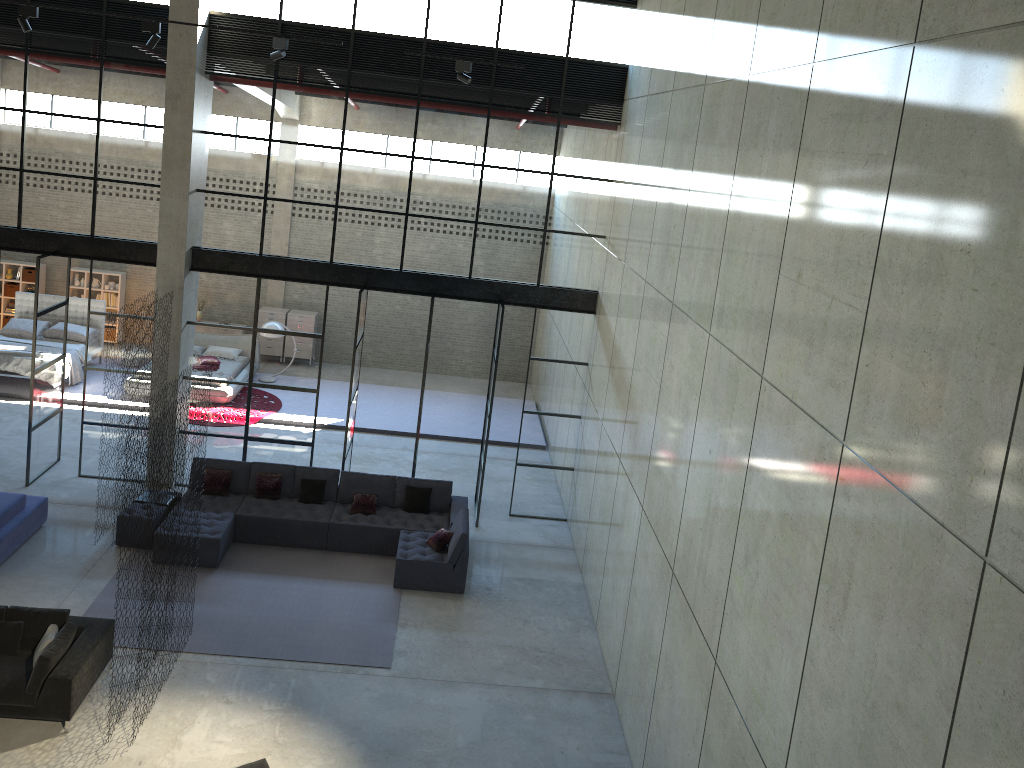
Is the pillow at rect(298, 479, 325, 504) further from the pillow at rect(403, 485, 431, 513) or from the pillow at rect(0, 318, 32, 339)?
the pillow at rect(0, 318, 32, 339)

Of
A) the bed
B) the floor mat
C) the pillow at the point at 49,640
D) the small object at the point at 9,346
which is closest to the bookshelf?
the bed

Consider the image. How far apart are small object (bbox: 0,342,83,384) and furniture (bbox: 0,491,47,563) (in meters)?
6.02

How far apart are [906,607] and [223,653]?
8.19m

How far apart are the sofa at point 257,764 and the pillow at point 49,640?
2.6m

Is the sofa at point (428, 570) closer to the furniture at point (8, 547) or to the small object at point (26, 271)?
the furniture at point (8, 547)

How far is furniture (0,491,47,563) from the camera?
11.47m

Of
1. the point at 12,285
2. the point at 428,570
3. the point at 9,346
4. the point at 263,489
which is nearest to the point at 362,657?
the point at 428,570

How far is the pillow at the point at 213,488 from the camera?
13.1 meters

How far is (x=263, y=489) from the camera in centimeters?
1315cm
